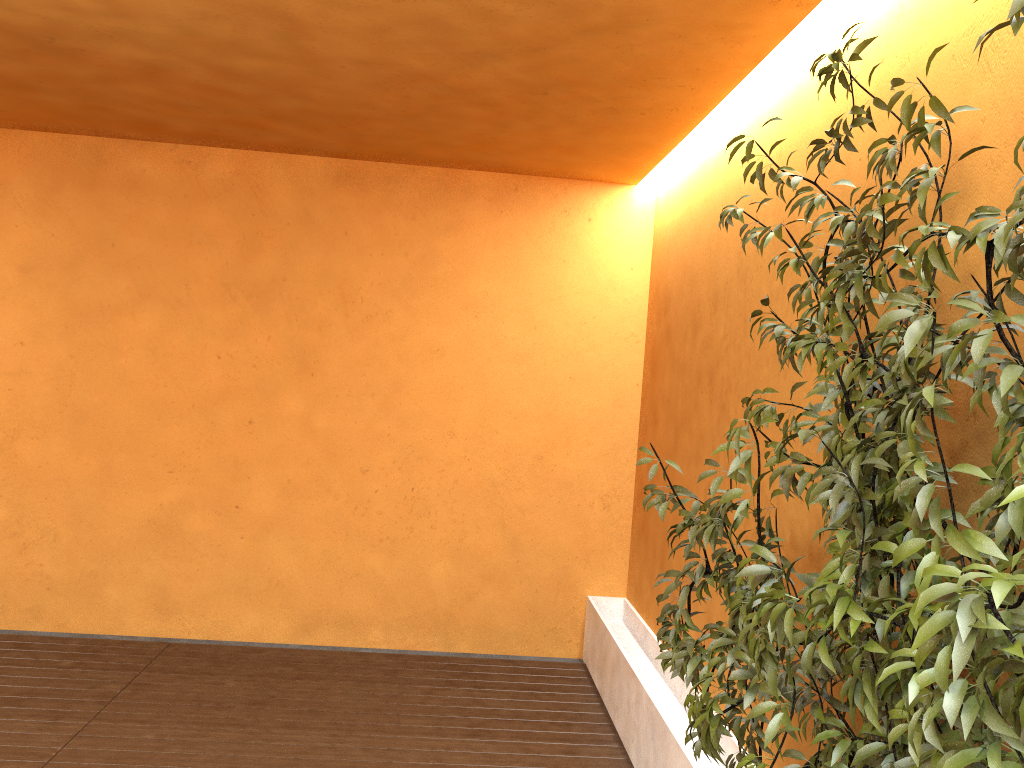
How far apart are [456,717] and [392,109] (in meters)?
3.04

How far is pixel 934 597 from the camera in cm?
124

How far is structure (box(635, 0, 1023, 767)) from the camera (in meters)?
1.24

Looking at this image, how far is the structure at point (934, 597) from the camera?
1.2 meters
